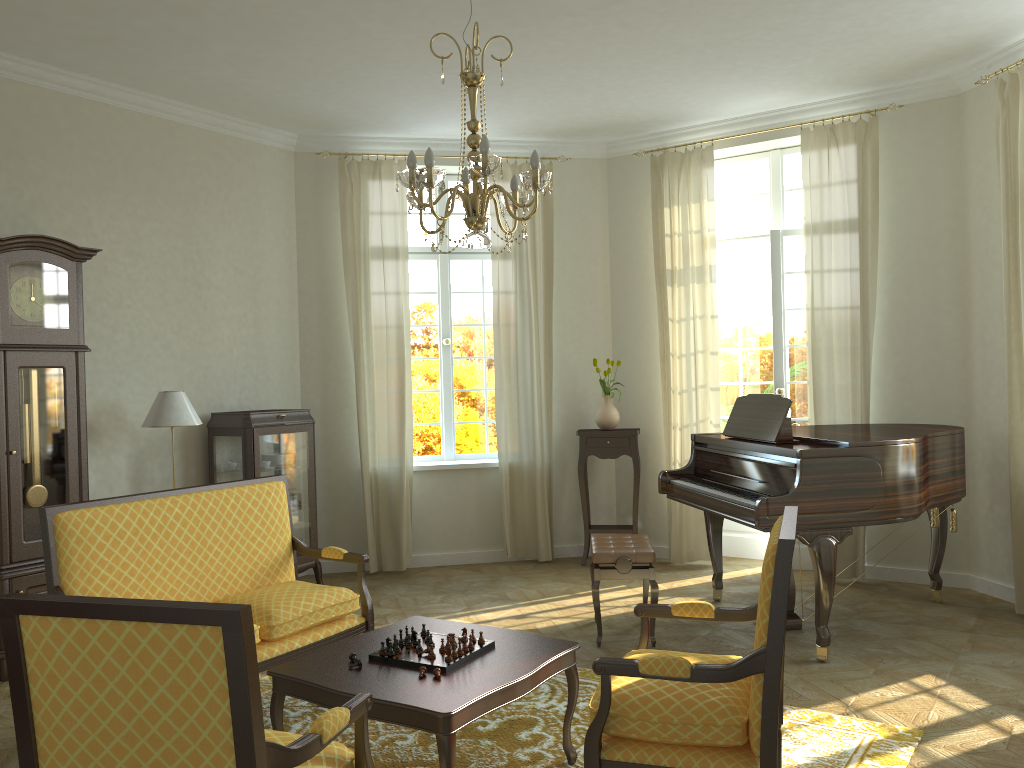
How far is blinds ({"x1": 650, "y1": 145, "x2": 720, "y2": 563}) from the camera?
7.16m

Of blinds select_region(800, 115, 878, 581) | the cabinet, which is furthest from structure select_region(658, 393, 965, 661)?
the cabinet

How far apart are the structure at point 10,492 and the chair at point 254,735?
3.0m

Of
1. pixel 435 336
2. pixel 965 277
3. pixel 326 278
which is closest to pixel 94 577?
pixel 326 278

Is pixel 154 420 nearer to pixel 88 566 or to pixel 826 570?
pixel 88 566

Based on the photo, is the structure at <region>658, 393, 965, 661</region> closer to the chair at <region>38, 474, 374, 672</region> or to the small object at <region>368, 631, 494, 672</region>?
the small object at <region>368, 631, 494, 672</region>

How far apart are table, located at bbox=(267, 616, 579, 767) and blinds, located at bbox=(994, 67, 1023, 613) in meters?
3.5 m

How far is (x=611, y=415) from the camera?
7.4m

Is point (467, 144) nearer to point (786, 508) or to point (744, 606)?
point (786, 508)

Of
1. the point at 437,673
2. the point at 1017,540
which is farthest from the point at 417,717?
the point at 1017,540
